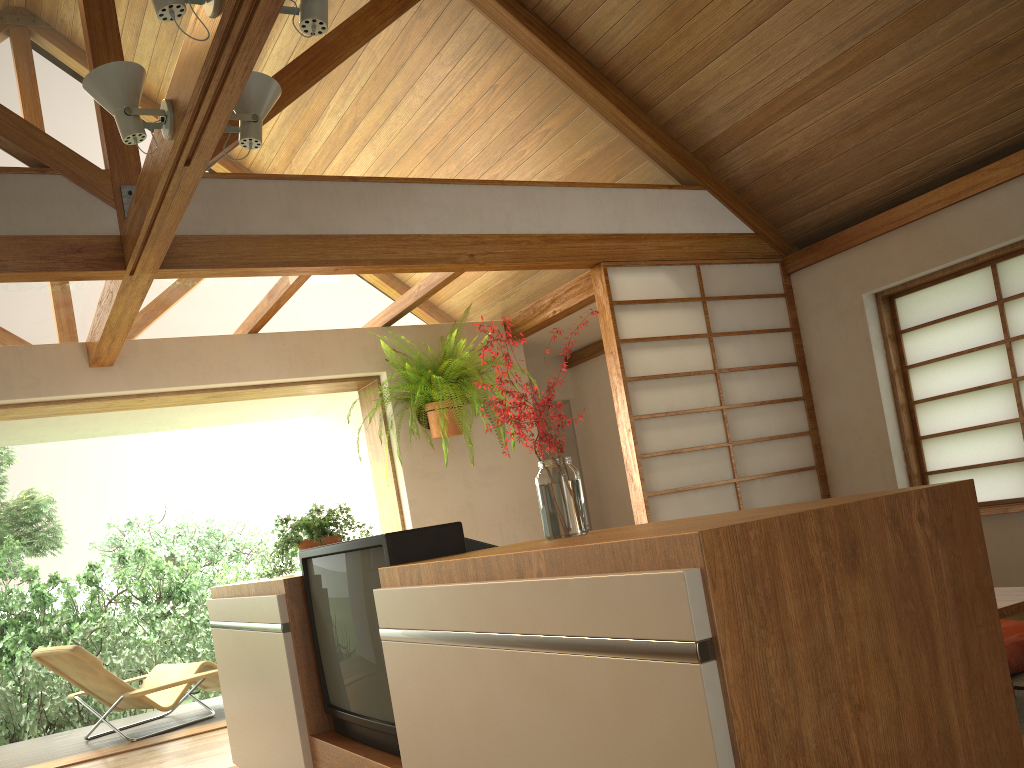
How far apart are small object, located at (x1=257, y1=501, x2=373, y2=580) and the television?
0.61m

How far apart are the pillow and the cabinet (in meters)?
2.05

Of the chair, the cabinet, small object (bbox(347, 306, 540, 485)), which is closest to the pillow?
the cabinet

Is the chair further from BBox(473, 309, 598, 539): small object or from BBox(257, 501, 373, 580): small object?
BBox(473, 309, 598, 539): small object

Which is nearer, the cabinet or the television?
the cabinet

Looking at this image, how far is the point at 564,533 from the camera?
1.87m

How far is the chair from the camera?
4.8m

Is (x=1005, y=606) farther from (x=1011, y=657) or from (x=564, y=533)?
(x=564, y=533)

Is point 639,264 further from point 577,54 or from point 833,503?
point 833,503

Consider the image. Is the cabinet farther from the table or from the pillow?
the pillow
